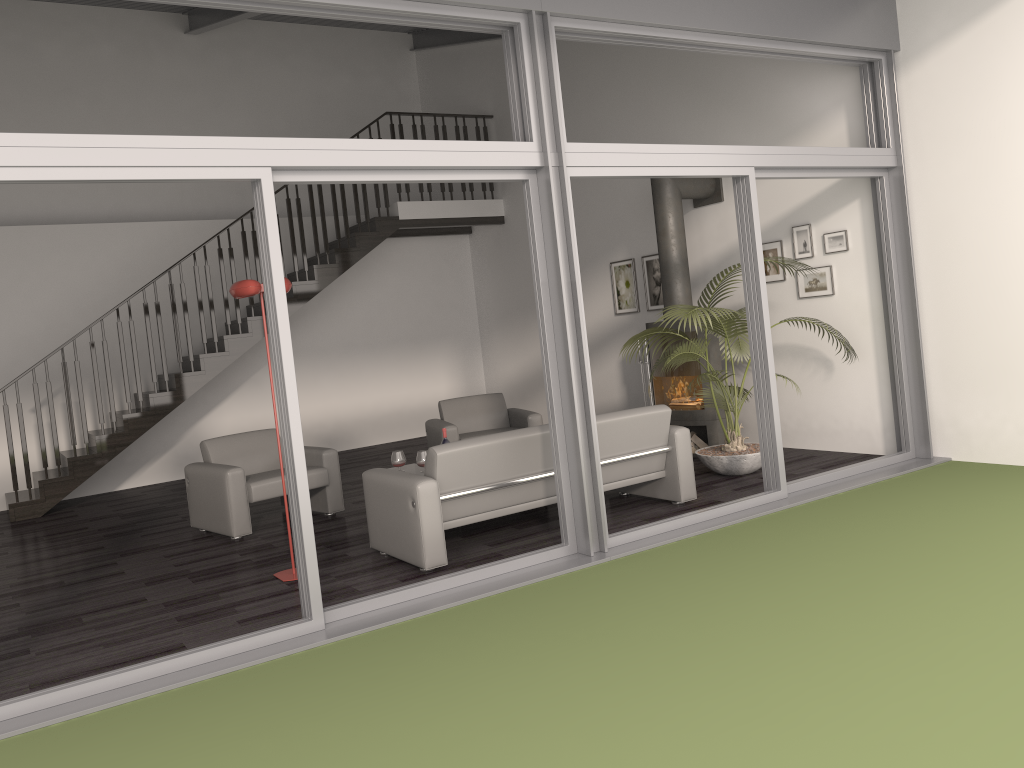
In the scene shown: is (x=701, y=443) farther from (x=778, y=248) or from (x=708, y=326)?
(x=778, y=248)

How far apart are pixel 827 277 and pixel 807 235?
0.4m

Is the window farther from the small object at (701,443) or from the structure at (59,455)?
the structure at (59,455)

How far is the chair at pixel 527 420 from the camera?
8.1m

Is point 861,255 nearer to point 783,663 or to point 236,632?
point 783,663

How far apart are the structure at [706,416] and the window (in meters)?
1.50

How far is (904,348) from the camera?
6.7 meters

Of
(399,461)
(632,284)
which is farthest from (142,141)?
(632,284)

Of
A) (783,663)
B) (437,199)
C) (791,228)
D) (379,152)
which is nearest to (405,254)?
(437,199)

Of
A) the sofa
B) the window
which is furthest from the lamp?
the window
